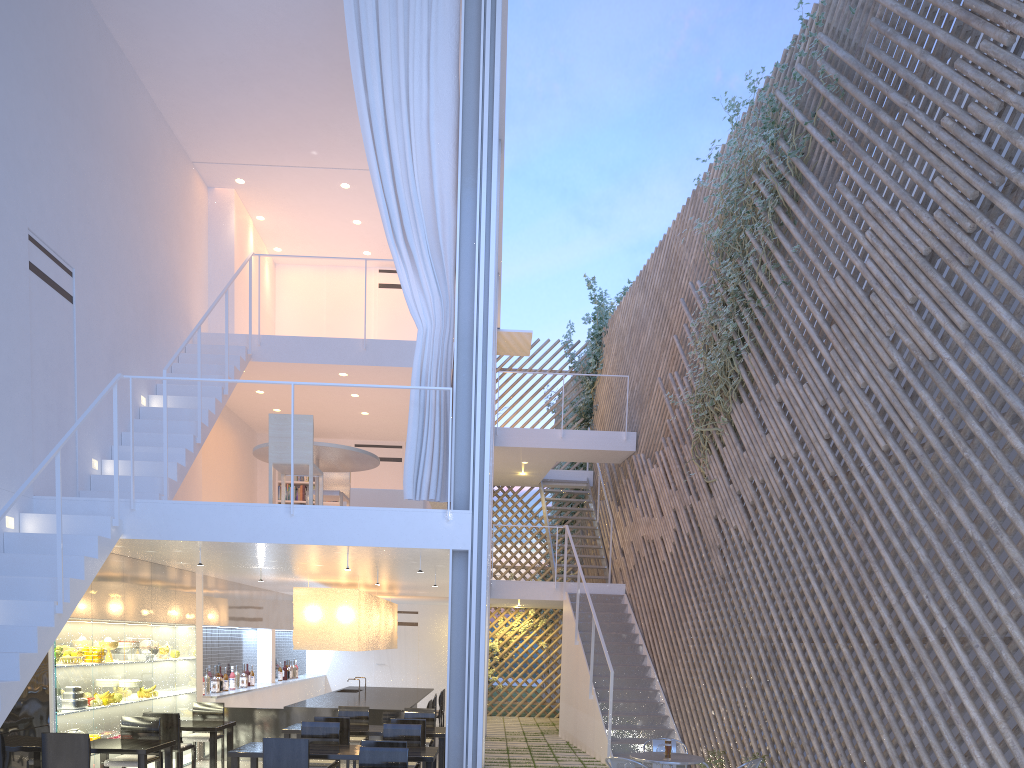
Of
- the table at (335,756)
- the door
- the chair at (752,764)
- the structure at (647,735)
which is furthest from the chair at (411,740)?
the door

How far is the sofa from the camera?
5.08m

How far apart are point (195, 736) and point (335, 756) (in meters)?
1.66

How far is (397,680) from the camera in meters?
8.7 m

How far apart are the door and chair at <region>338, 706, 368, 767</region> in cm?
403

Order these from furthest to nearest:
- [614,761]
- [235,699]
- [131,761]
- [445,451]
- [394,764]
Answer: [235,699], [445,451], [131,761], [614,761], [394,764]

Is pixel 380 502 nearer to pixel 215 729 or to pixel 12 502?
pixel 215 729

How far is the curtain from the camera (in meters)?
3.78

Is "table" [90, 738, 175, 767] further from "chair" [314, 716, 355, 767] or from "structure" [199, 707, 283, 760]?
"structure" [199, 707, 283, 760]

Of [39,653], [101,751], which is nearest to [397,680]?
[101,751]
